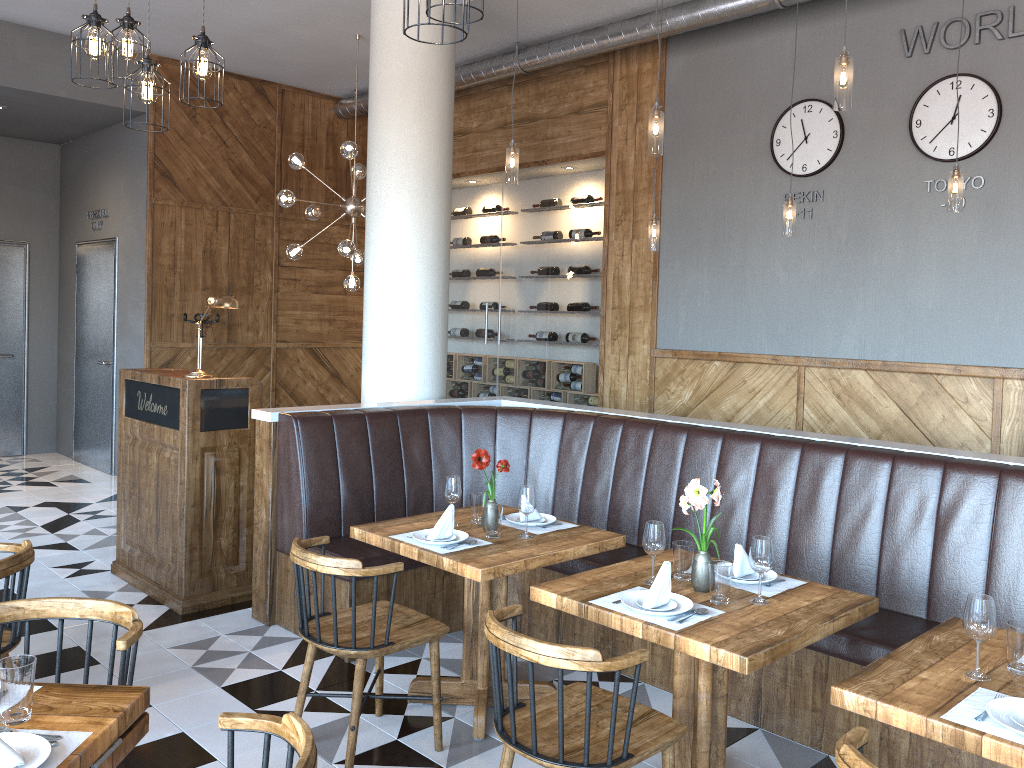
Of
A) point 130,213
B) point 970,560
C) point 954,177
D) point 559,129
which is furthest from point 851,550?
point 130,213

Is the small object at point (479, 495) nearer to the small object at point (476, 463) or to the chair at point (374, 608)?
the small object at point (476, 463)

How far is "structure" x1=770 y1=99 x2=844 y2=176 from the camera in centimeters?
626cm

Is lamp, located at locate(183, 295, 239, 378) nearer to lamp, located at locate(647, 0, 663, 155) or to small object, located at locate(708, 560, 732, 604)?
lamp, located at locate(647, 0, 663, 155)

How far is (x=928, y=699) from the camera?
2.2 meters

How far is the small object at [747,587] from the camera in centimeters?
315cm

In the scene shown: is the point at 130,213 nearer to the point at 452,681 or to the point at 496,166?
the point at 496,166

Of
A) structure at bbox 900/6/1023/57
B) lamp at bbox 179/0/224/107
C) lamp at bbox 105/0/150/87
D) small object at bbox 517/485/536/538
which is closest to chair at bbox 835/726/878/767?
small object at bbox 517/485/536/538

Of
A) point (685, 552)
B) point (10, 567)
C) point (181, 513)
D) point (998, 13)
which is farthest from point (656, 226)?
point (10, 567)

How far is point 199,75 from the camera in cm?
376
